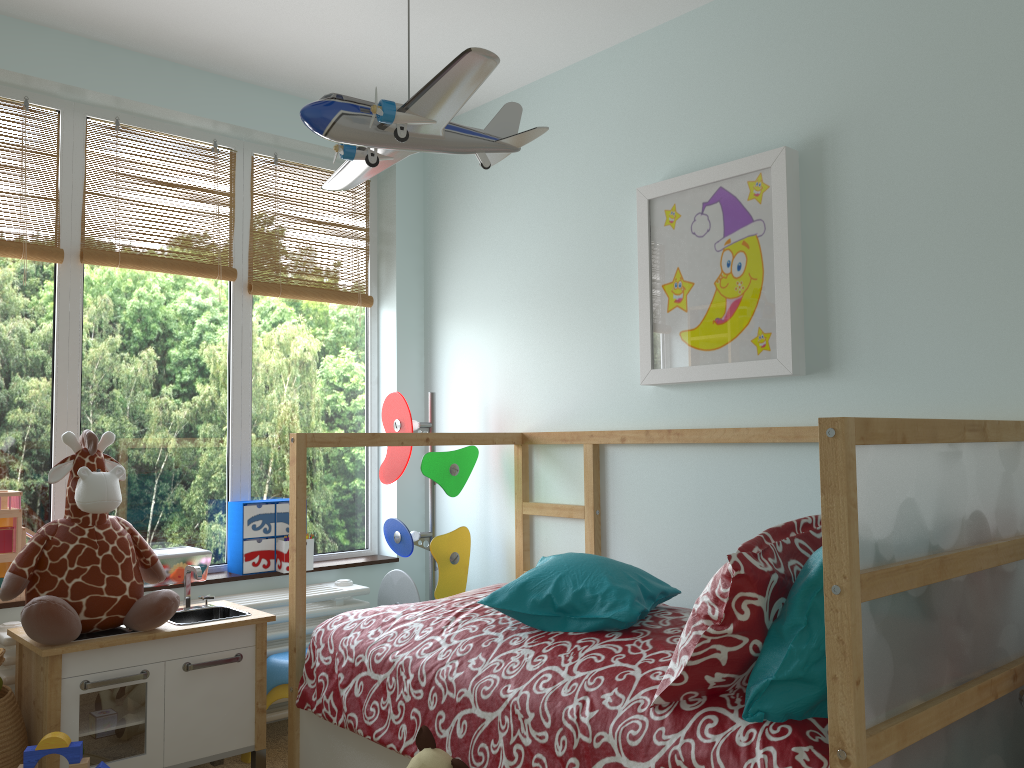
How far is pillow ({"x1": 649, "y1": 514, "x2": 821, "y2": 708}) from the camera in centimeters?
146cm

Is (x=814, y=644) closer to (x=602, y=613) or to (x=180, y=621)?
(x=602, y=613)

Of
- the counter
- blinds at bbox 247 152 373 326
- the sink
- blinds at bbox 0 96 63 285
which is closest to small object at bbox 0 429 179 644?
the counter

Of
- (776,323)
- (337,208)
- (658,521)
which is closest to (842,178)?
(776,323)

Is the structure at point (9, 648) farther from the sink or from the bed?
the bed

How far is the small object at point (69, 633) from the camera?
2.1m

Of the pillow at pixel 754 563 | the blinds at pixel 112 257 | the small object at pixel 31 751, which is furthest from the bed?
the blinds at pixel 112 257

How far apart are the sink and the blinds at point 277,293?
1.1 meters

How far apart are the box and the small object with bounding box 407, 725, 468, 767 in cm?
125

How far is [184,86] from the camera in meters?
2.9 m
